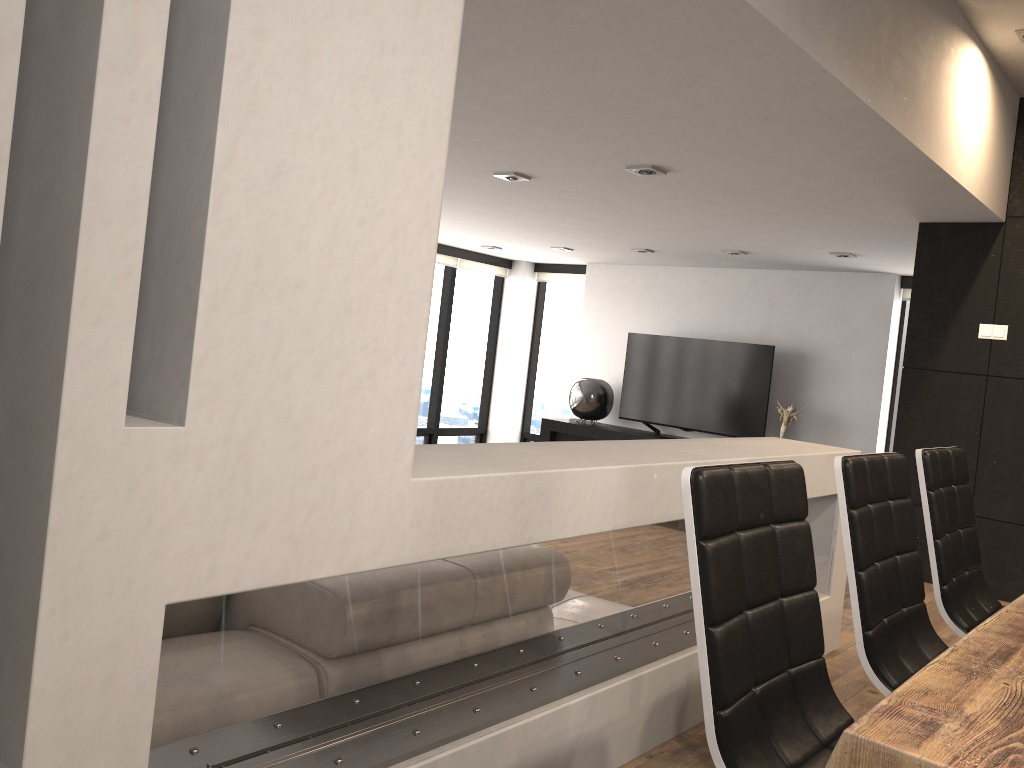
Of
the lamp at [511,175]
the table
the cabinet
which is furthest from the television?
the table

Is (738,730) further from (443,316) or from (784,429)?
(443,316)

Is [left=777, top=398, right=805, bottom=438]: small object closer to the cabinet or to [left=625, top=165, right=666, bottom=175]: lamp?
the cabinet

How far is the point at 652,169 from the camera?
4.4m

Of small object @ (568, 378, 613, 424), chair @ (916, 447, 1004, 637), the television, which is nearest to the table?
chair @ (916, 447, 1004, 637)

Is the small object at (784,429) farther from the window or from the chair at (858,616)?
the chair at (858,616)

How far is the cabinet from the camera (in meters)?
8.60

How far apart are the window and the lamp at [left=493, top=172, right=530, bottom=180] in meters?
4.4 m

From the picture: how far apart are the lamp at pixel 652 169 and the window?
4.2 meters

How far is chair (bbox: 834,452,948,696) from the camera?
1.8 meters
